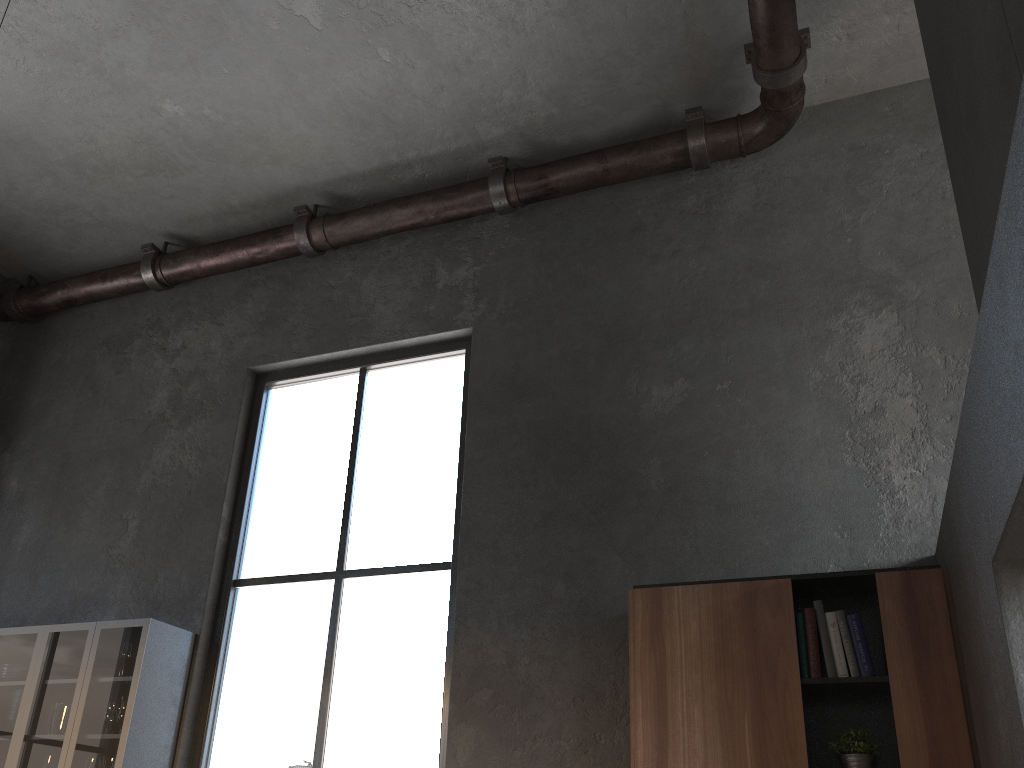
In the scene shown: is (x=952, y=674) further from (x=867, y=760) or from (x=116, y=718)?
(x=116, y=718)

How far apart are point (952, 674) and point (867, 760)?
0.42m

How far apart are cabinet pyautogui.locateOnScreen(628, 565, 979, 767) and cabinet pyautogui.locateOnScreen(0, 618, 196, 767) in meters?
2.4

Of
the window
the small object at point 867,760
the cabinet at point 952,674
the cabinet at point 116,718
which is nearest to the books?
the cabinet at point 952,674

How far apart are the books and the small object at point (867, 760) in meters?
0.2 m

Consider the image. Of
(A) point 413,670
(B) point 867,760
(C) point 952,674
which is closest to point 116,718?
(A) point 413,670

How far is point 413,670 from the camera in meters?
4.2

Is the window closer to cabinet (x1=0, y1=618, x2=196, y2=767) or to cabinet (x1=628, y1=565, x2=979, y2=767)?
cabinet (x1=0, y1=618, x2=196, y2=767)

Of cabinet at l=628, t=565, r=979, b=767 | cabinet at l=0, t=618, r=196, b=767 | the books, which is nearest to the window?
cabinet at l=0, t=618, r=196, b=767

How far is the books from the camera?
3.2m
